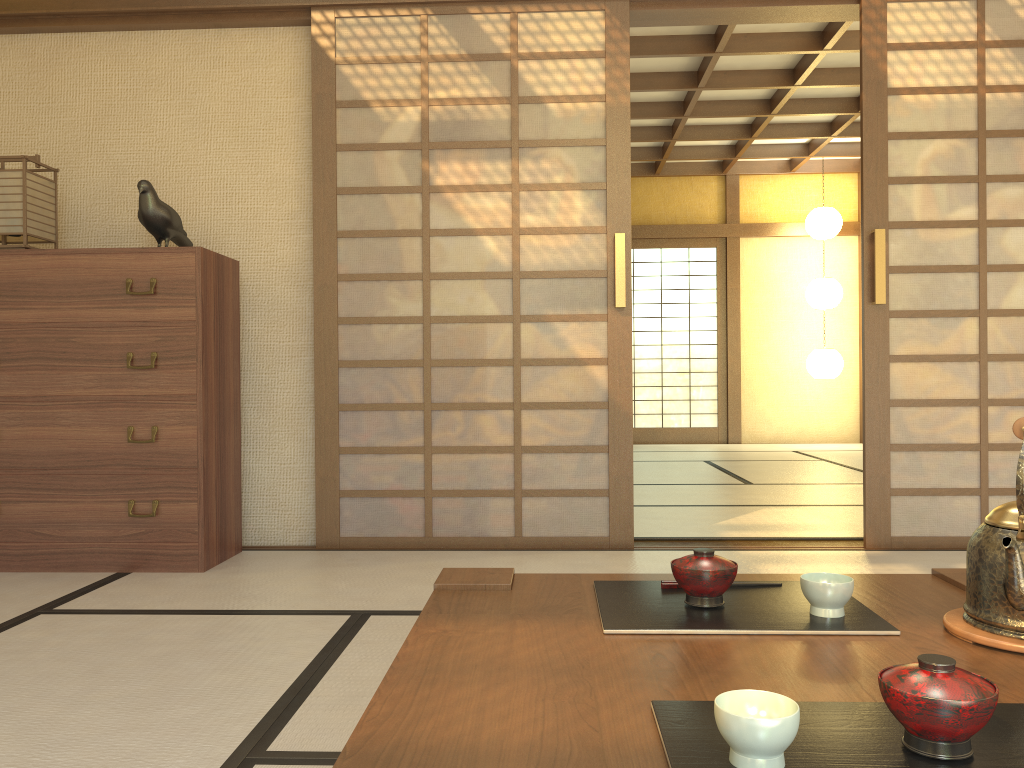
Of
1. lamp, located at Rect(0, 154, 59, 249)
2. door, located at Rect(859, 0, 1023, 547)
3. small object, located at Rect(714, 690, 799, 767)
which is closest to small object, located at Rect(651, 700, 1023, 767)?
small object, located at Rect(714, 690, 799, 767)

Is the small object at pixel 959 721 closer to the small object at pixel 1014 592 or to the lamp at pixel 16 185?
the small object at pixel 1014 592

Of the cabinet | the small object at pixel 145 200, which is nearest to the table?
the cabinet

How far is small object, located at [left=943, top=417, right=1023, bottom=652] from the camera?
1.1 meters

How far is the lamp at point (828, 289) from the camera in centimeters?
884cm

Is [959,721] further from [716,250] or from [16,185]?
[716,250]

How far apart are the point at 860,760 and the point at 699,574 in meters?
0.5 m

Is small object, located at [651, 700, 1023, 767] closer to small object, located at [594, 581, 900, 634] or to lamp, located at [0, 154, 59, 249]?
small object, located at [594, 581, 900, 634]

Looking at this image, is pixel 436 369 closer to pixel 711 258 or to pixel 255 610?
pixel 255 610

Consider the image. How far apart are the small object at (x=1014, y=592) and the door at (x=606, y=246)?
2.4 meters
